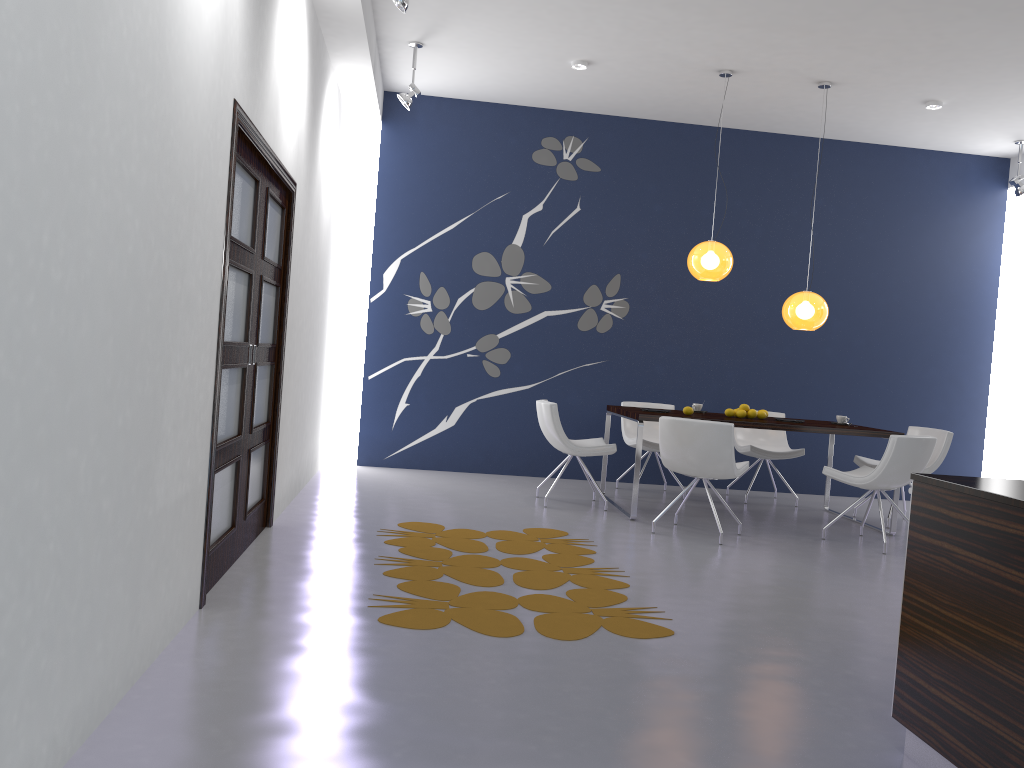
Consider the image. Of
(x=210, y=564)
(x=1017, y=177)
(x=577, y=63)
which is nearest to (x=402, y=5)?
(x=577, y=63)

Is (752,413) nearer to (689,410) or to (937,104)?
(689,410)

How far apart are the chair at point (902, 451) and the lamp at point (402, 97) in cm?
415

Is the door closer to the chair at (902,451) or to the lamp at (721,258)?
the lamp at (721,258)

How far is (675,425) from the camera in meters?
5.9 m

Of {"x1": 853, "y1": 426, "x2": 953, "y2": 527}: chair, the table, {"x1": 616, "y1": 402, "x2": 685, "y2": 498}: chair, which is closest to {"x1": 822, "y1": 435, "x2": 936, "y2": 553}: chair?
the table

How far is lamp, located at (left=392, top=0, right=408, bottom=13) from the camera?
4.89m

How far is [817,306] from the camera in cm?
697

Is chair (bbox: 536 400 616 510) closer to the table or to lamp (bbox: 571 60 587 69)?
the table

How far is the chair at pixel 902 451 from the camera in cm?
591
